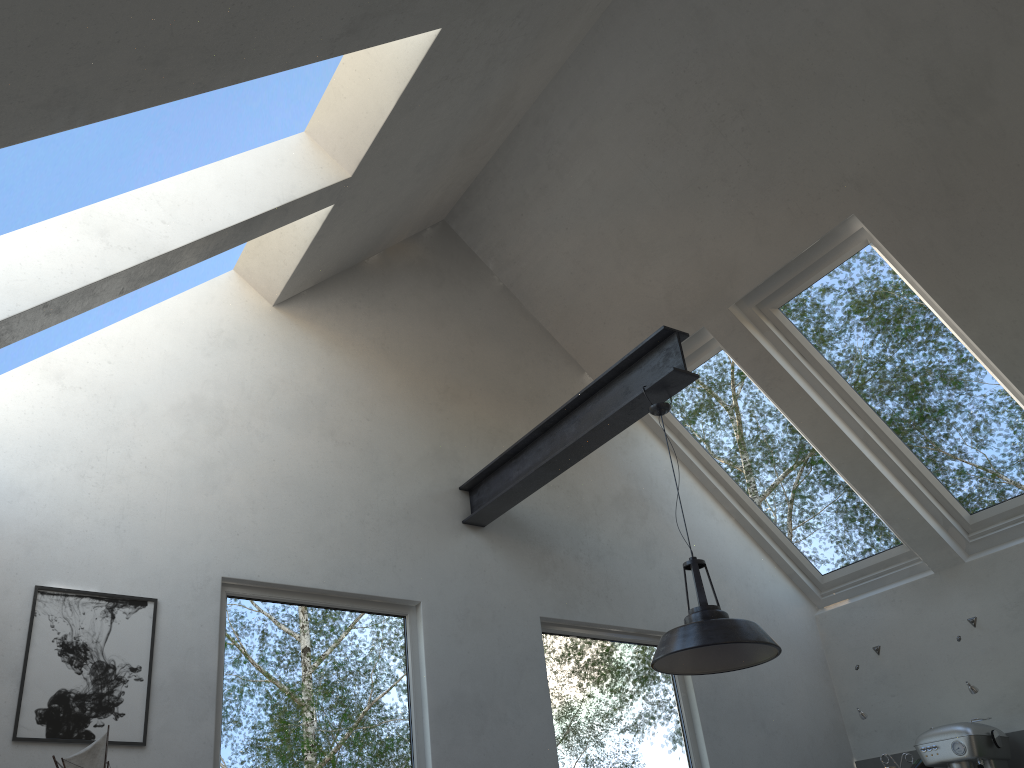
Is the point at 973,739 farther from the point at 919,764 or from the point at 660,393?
the point at 660,393

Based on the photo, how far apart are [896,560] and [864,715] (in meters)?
0.97

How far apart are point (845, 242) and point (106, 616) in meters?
3.9 m

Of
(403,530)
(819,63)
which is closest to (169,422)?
(403,530)

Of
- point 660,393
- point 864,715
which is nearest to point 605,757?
point 864,715

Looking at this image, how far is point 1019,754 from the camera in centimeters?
449cm

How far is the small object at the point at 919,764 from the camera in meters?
4.6 m

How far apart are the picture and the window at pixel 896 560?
3.3m

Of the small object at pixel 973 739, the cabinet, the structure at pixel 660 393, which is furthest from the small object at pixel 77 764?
the cabinet

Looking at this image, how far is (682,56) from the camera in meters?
4.4
